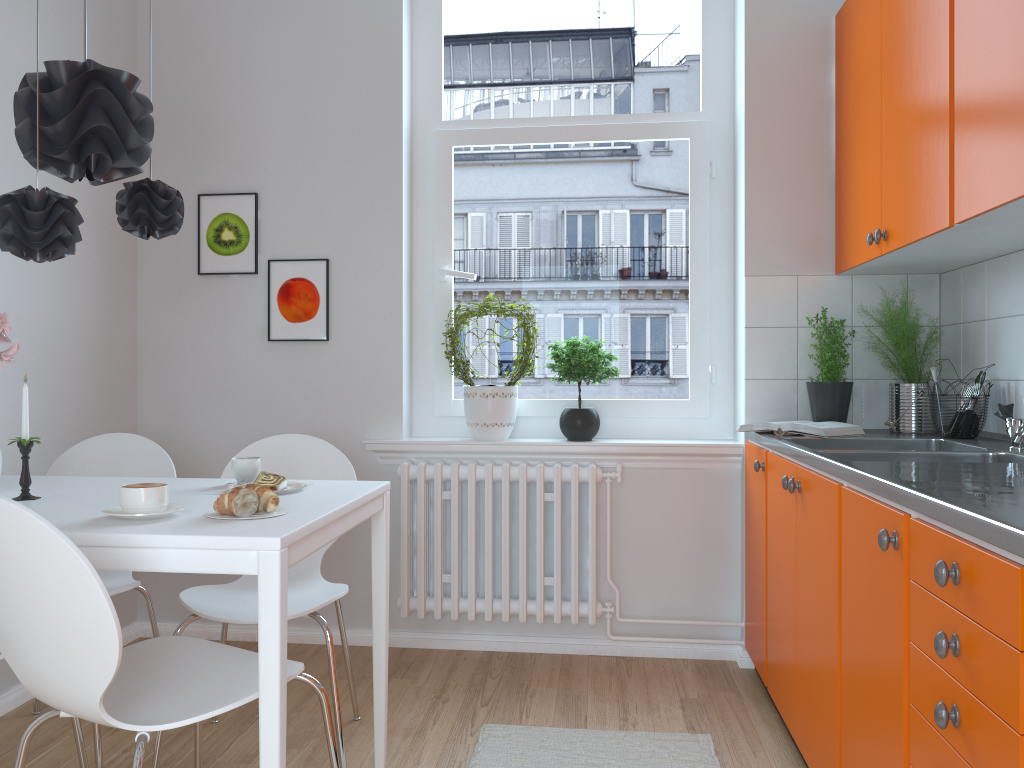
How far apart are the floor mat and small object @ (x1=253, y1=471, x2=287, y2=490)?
0.93m

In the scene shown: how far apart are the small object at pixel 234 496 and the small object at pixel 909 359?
2.08m

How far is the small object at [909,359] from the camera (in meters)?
2.93

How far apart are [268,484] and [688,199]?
2.10m

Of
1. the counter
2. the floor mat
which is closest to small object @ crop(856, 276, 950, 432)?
the counter

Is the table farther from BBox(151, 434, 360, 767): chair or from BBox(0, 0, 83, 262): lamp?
BBox(0, 0, 83, 262): lamp

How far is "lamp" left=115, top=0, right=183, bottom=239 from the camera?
2.3m

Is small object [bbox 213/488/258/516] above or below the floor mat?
above

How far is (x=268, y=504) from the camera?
1.80m

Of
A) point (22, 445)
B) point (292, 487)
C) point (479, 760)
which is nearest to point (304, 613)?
point (292, 487)
